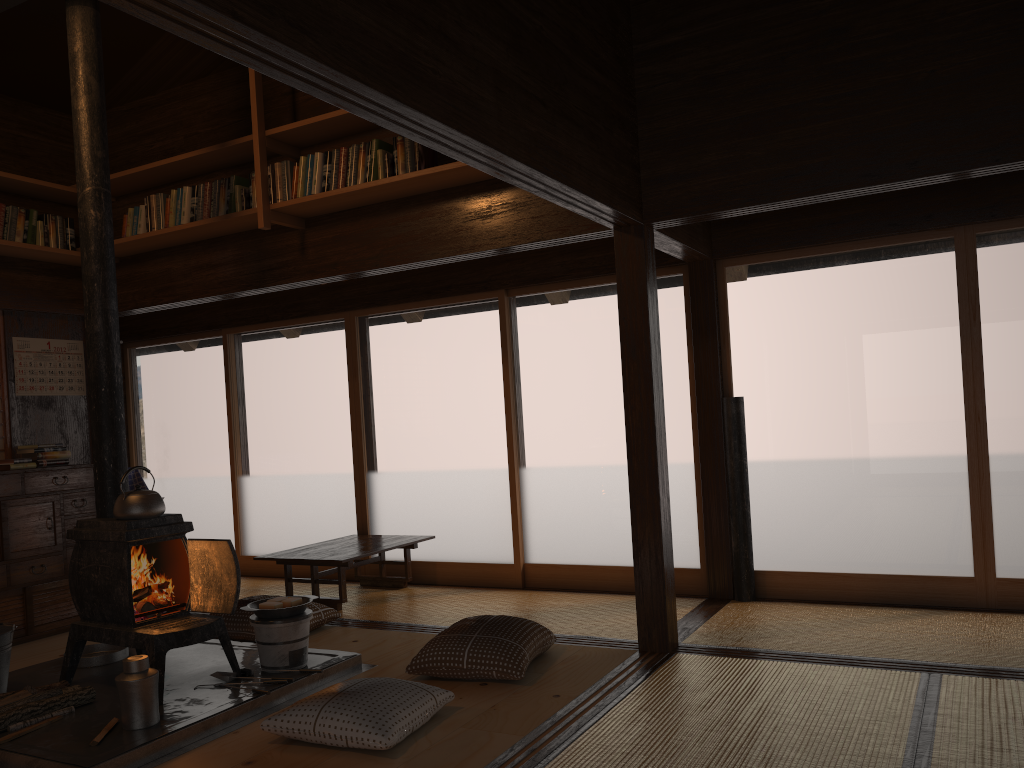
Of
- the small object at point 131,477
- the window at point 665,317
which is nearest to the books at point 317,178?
the window at point 665,317

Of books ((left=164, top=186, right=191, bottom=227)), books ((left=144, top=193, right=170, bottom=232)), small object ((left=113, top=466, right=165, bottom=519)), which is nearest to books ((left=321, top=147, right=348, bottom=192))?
books ((left=164, top=186, right=191, bottom=227))

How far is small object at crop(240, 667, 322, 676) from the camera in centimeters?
389cm

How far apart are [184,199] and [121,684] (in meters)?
3.01

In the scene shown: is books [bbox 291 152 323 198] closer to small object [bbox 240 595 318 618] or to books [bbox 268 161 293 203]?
books [bbox 268 161 293 203]

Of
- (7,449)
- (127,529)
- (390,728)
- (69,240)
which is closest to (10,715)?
(127,529)

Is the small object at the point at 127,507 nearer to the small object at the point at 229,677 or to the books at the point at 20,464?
the small object at the point at 229,677

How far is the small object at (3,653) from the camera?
3.78m

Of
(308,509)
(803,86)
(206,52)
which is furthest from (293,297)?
(803,86)

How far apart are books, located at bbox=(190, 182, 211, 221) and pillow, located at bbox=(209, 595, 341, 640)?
2.2m
